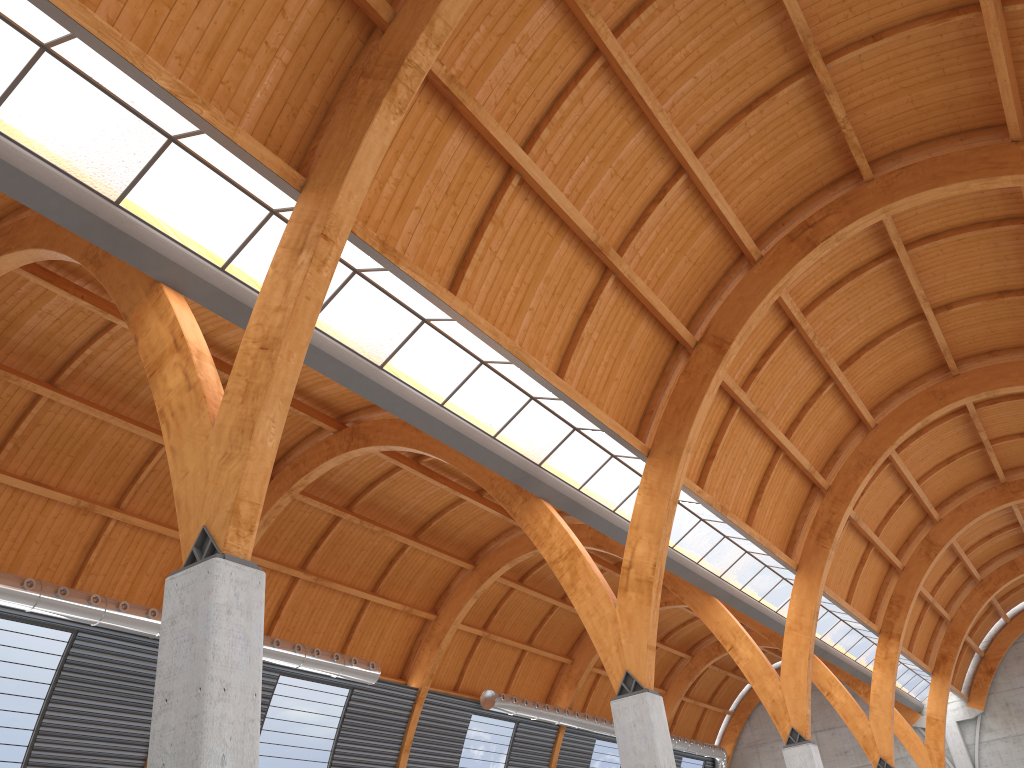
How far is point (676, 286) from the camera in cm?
3116
